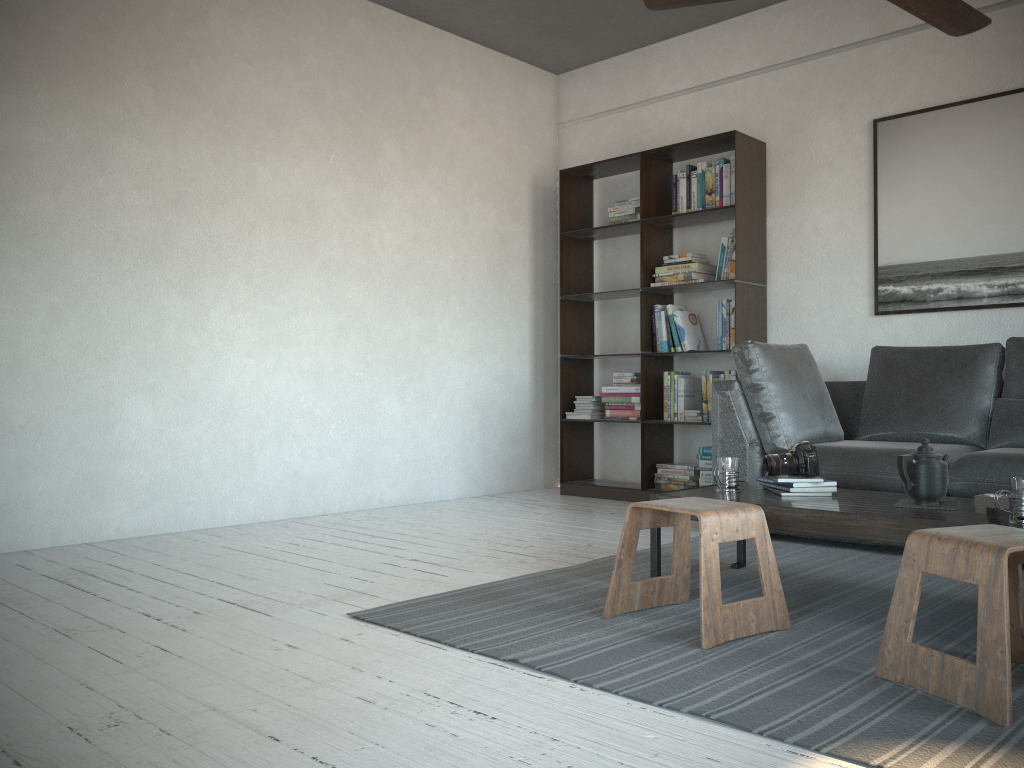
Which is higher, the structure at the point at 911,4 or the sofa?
the structure at the point at 911,4

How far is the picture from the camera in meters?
4.3 m

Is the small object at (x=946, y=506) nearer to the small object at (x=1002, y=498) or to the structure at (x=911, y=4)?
the small object at (x=1002, y=498)

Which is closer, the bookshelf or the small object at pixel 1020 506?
the small object at pixel 1020 506

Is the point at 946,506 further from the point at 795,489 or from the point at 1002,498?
the point at 795,489

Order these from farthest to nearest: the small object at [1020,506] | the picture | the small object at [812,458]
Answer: the picture → the small object at [812,458] → the small object at [1020,506]

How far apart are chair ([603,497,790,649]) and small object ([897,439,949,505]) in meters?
0.5

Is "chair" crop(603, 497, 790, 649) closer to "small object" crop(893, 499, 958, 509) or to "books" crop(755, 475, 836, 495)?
"books" crop(755, 475, 836, 495)

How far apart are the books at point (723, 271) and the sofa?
0.5 meters

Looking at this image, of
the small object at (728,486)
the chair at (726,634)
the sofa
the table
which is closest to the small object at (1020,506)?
the table
